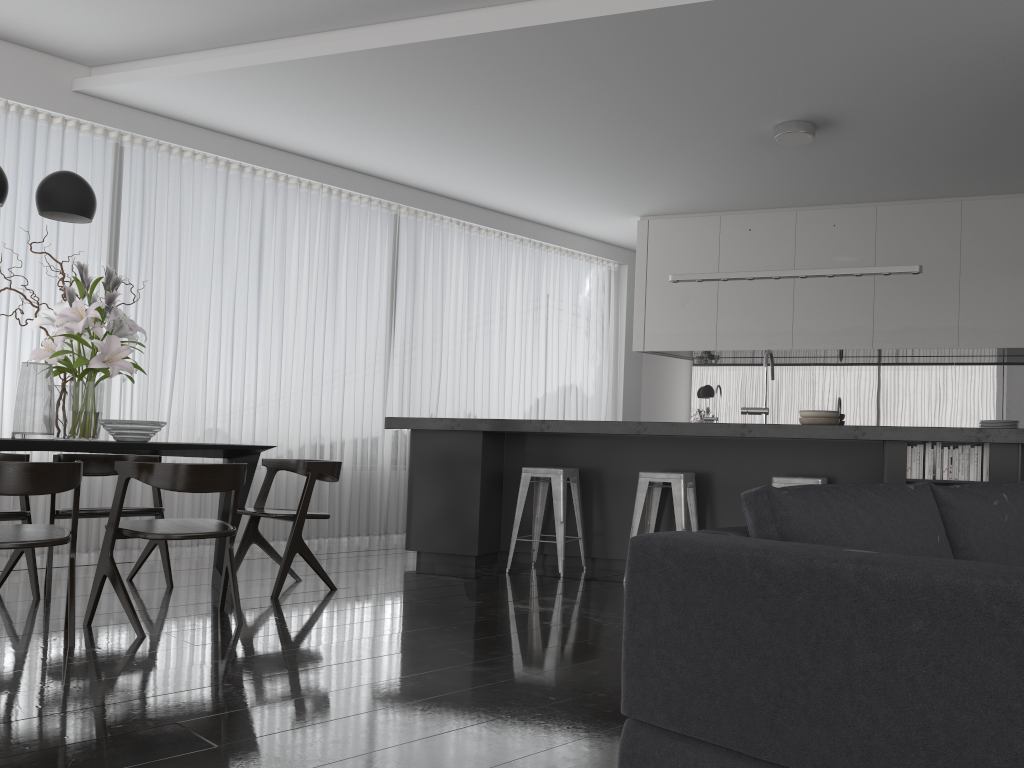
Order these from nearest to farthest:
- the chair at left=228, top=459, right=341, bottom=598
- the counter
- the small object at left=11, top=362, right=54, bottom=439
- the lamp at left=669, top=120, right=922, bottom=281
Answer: the small object at left=11, top=362, right=54, bottom=439
the counter
the chair at left=228, top=459, right=341, bottom=598
the lamp at left=669, top=120, right=922, bottom=281

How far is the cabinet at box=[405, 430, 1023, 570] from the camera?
4.96m

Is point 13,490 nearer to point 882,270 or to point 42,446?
point 42,446

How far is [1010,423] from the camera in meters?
5.3

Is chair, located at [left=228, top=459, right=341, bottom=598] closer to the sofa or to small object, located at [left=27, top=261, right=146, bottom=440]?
small object, located at [left=27, top=261, right=146, bottom=440]

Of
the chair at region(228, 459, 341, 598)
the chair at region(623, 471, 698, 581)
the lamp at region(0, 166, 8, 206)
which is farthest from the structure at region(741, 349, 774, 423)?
the lamp at region(0, 166, 8, 206)

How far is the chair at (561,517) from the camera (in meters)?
5.27

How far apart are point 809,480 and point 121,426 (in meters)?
3.42

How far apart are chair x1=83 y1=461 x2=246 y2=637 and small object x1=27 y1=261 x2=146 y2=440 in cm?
55

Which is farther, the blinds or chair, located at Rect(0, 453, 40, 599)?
the blinds
